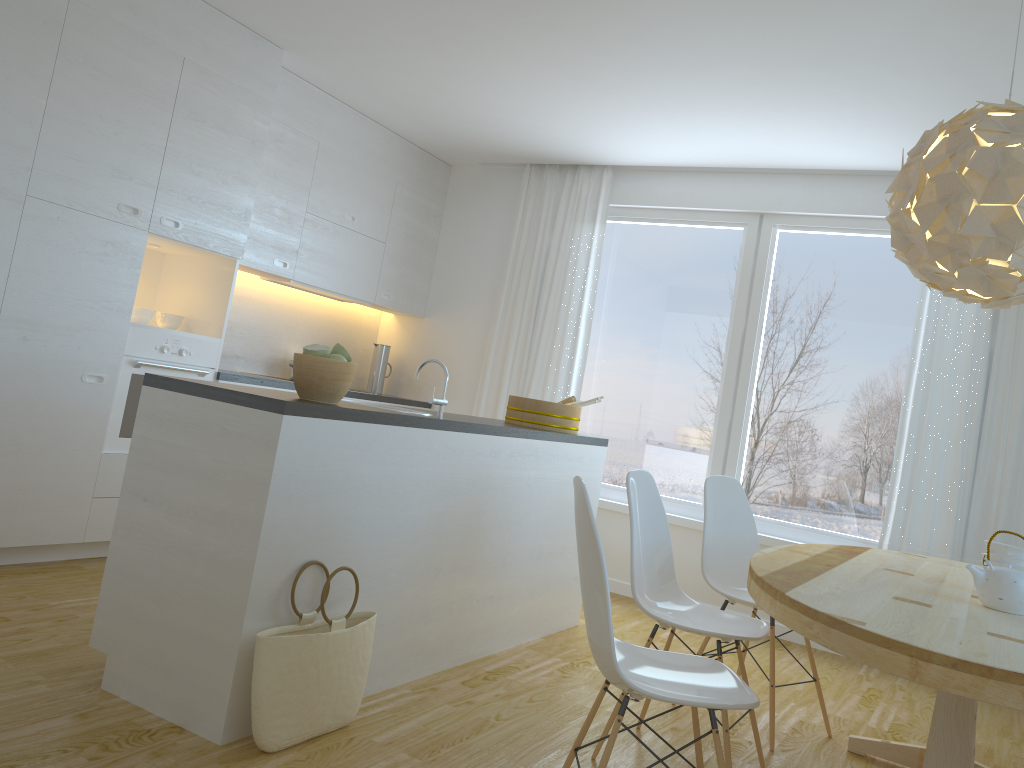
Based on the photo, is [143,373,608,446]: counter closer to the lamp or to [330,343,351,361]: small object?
[330,343,351,361]: small object

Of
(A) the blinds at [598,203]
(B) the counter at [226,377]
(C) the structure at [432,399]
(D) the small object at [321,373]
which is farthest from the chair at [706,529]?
(B) the counter at [226,377]

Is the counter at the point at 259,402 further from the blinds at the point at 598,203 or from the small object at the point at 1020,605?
the small object at the point at 1020,605

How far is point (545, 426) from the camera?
4.33m

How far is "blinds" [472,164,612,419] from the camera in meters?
5.8 m

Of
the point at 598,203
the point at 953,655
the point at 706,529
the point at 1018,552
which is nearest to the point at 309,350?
the point at 706,529

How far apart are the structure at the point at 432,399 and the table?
1.25m

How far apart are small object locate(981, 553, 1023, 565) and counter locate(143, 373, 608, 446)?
1.8 meters

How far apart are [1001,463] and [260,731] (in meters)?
3.90

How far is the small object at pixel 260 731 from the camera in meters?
2.4 m
